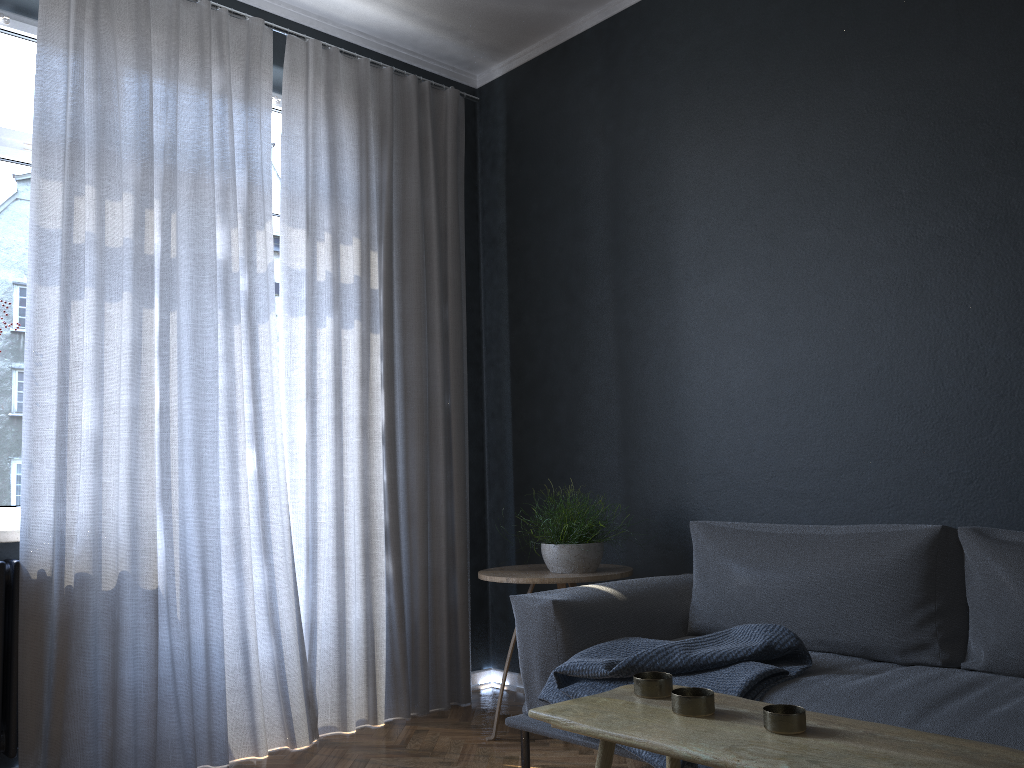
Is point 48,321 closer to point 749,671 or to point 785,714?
point 749,671

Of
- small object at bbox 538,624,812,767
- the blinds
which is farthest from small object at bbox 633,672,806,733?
the blinds

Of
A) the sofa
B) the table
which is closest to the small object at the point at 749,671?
the sofa

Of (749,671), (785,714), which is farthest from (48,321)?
(785,714)

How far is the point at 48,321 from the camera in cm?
287

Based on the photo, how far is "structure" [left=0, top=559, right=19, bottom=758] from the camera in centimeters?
271cm

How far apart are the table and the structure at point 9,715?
1.99m

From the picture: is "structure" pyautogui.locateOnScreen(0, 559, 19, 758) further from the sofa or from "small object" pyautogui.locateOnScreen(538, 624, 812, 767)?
"small object" pyautogui.locateOnScreen(538, 624, 812, 767)

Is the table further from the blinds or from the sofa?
the blinds

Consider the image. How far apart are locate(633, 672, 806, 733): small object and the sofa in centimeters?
65cm
